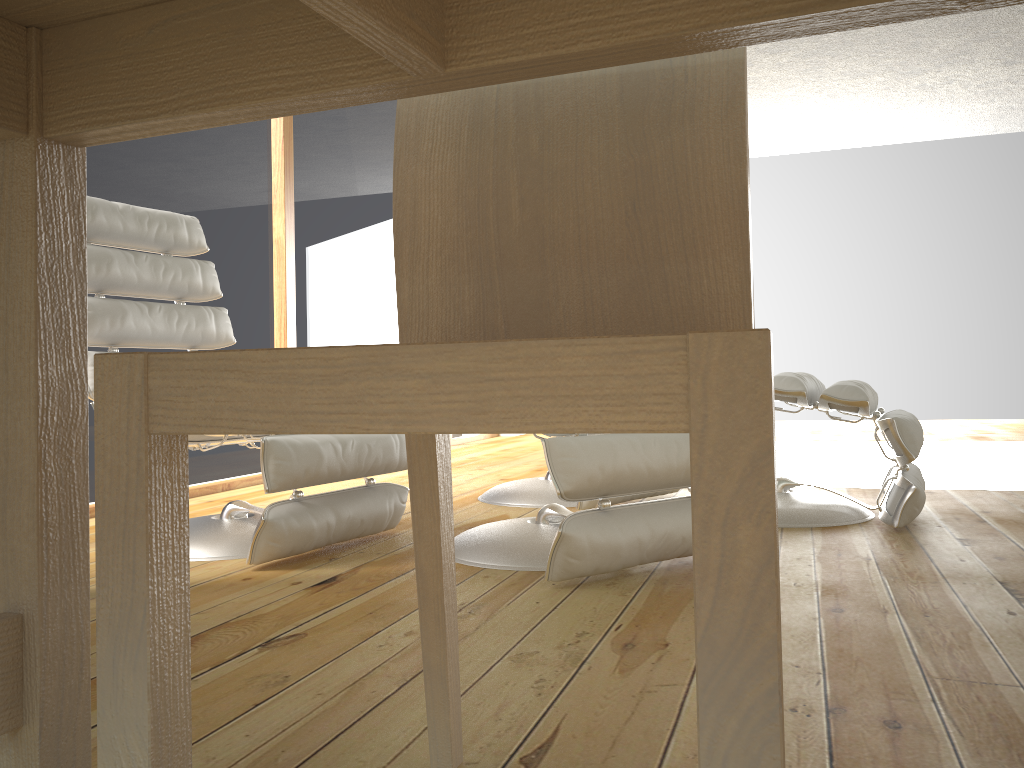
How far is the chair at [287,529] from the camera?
2.03m

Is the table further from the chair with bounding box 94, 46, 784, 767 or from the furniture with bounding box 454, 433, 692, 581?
the furniture with bounding box 454, 433, 692, 581

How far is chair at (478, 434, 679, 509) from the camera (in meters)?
2.94

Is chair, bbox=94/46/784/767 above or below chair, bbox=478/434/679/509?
above

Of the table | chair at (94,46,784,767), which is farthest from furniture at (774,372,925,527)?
the table

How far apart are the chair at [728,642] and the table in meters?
0.2

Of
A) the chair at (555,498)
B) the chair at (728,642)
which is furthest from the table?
the chair at (555,498)

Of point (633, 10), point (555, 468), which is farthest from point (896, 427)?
point (633, 10)

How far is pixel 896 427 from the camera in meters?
2.3 m

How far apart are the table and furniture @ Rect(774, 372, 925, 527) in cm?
195
